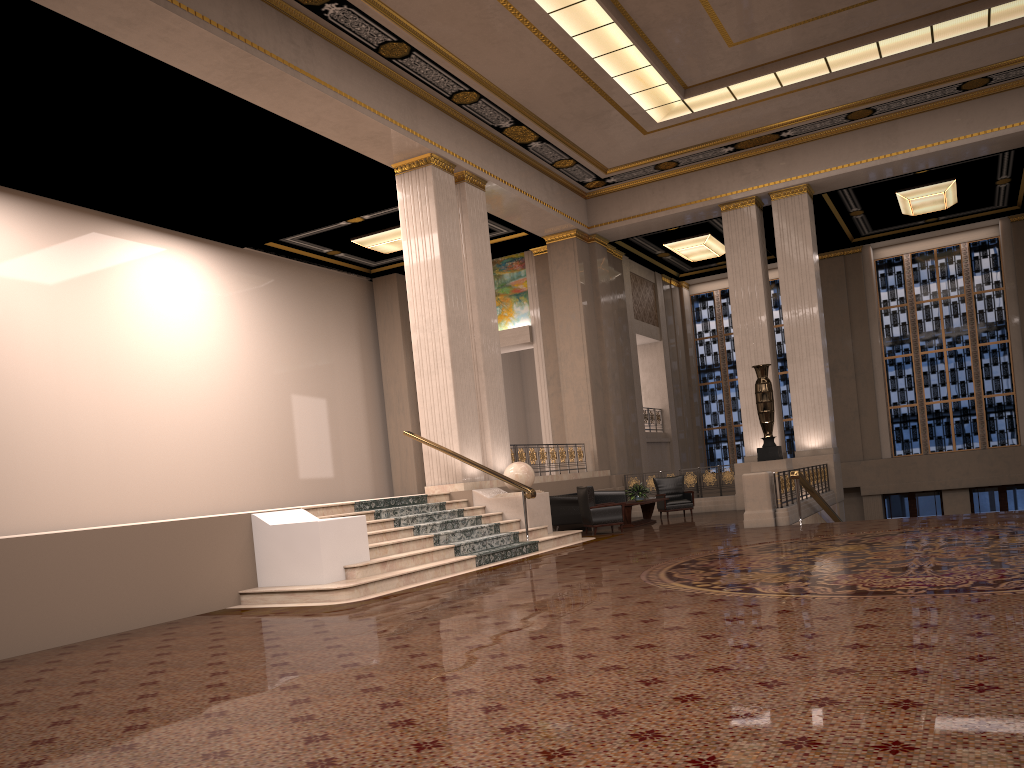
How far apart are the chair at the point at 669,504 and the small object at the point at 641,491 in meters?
1.3 m

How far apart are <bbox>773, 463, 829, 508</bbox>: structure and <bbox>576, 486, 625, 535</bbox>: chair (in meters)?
2.74

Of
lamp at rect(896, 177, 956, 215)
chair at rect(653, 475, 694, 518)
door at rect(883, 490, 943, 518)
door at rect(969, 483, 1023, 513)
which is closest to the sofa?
chair at rect(653, 475, 694, 518)

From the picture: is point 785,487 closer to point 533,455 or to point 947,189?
point 533,455

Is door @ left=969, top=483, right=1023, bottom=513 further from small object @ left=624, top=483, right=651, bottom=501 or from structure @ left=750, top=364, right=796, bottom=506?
small object @ left=624, top=483, right=651, bottom=501

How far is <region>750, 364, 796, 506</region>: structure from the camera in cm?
1647

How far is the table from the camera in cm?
1573

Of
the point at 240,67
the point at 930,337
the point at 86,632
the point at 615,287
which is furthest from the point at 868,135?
the point at 86,632

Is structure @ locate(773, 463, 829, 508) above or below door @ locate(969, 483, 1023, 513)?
above

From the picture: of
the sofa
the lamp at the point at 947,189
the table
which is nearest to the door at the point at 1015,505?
the lamp at the point at 947,189
